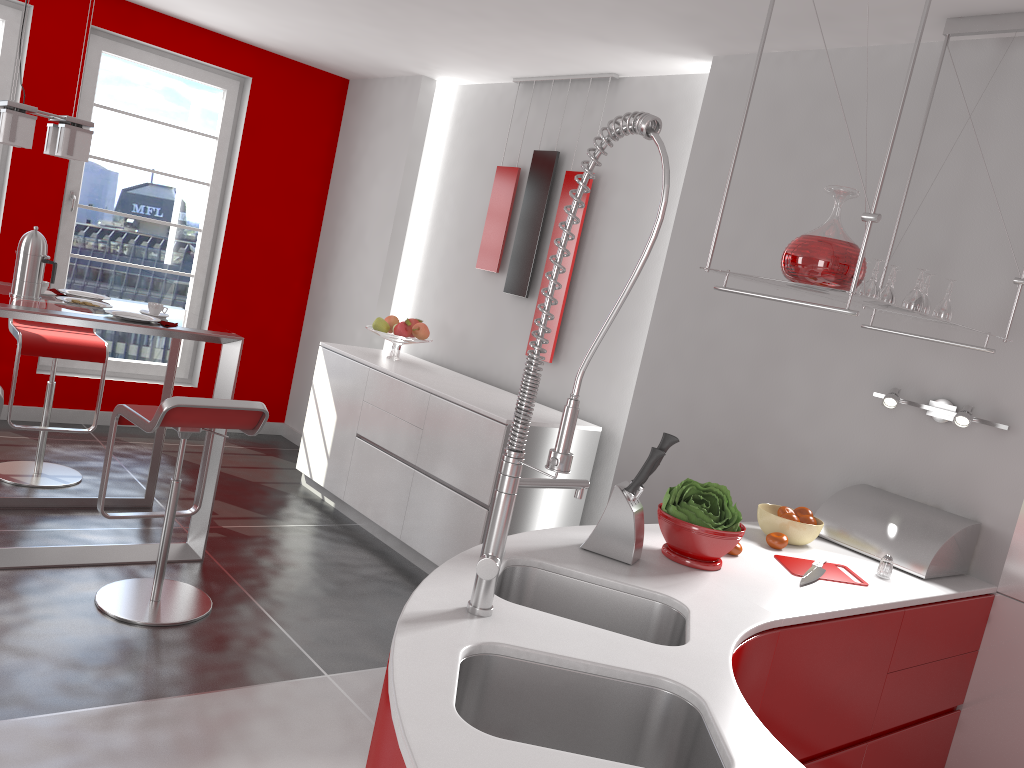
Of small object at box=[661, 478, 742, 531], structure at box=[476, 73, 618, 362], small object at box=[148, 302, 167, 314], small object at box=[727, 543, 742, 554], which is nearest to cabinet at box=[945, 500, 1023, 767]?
small object at box=[727, 543, 742, 554]

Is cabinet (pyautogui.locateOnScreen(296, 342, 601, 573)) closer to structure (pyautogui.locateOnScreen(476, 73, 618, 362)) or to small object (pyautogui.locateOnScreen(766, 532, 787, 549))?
structure (pyautogui.locateOnScreen(476, 73, 618, 362))

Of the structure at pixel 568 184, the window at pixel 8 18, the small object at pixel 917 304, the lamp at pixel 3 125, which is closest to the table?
the lamp at pixel 3 125

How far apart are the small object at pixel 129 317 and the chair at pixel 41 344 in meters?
0.9 m

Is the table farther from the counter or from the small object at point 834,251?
the small object at point 834,251

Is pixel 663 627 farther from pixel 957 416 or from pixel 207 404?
pixel 207 404

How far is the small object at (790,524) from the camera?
2.7 meters

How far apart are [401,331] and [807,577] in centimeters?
313cm

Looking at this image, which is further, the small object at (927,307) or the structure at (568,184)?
the structure at (568,184)

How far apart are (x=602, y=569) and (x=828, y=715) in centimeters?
74cm
